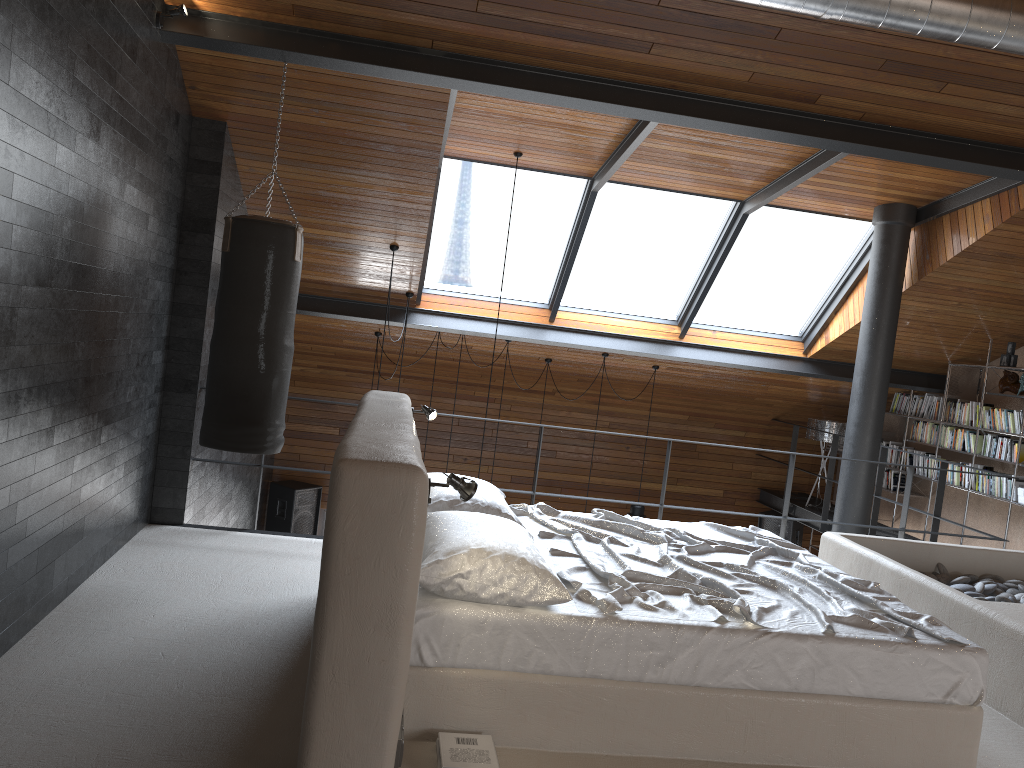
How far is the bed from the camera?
2.74m

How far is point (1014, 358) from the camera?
7.9m

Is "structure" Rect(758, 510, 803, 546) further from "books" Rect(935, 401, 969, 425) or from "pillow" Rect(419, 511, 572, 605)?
"pillow" Rect(419, 511, 572, 605)

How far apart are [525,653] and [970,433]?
7.1 meters

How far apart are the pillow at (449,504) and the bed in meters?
0.1

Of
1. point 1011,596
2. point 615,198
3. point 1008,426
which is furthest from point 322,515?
point 1011,596

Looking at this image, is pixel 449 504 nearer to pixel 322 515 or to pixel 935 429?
pixel 935 429

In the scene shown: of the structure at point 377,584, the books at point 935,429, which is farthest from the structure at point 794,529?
the structure at point 377,584

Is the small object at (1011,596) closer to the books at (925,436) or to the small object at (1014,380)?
the small object at (1014,380)

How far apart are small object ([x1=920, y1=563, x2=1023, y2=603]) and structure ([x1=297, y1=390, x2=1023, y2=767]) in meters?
0.1 m
